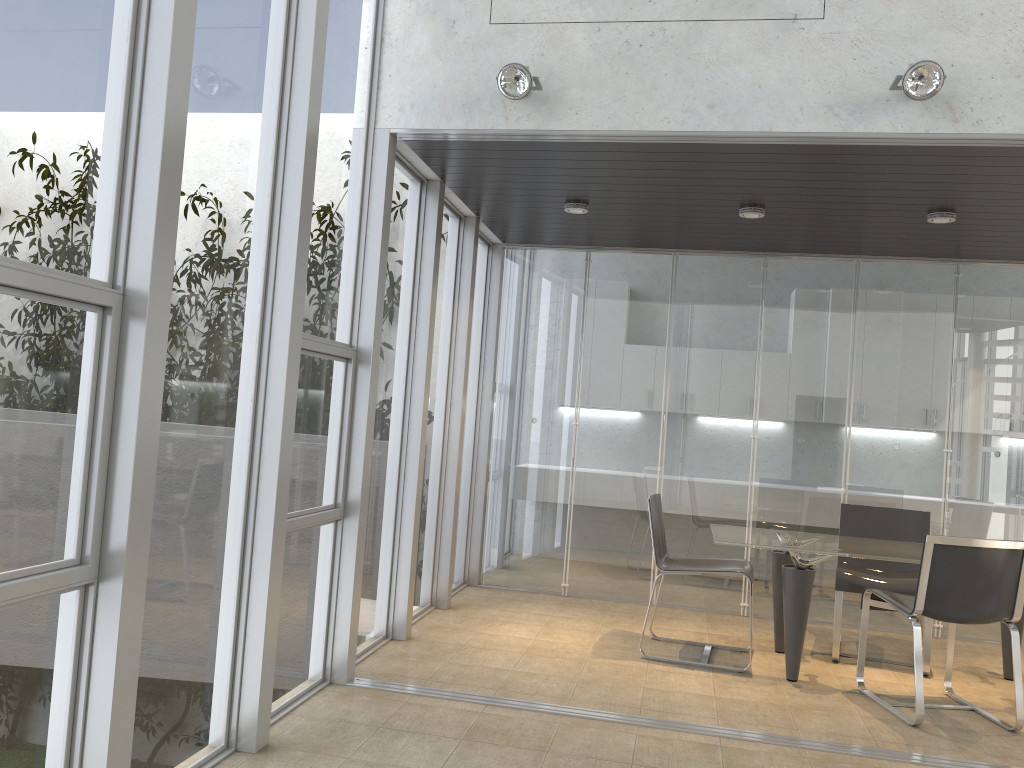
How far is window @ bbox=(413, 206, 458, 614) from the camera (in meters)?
5.78

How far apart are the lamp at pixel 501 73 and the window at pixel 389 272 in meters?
1.0

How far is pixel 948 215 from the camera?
5.1m

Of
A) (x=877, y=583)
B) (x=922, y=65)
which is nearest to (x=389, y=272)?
(x=922, y=65)

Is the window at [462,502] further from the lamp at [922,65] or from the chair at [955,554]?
the lamp at [922,65]

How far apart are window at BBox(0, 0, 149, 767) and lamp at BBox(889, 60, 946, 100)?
2.92m

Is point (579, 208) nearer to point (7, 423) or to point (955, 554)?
point (955, 554)

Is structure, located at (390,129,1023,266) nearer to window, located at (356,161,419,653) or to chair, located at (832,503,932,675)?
window, located at (356,161,419,653)

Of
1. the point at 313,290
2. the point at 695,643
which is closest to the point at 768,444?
the point at 695,643

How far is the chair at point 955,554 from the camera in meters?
4.2 m
